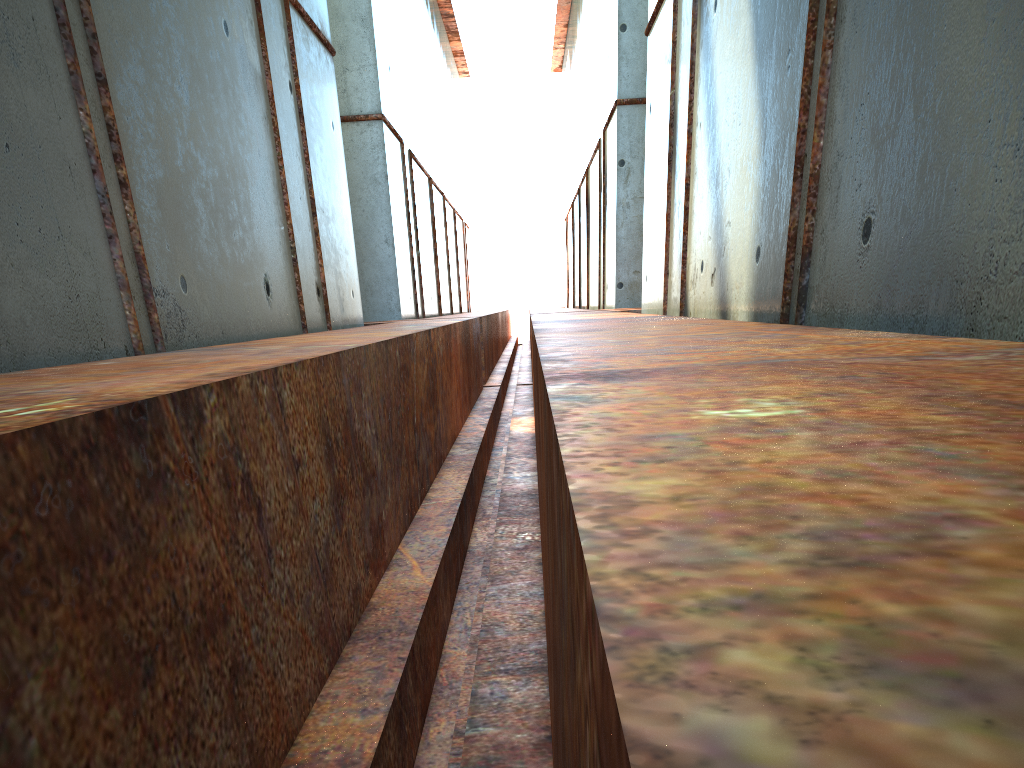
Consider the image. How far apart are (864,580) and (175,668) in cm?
184
